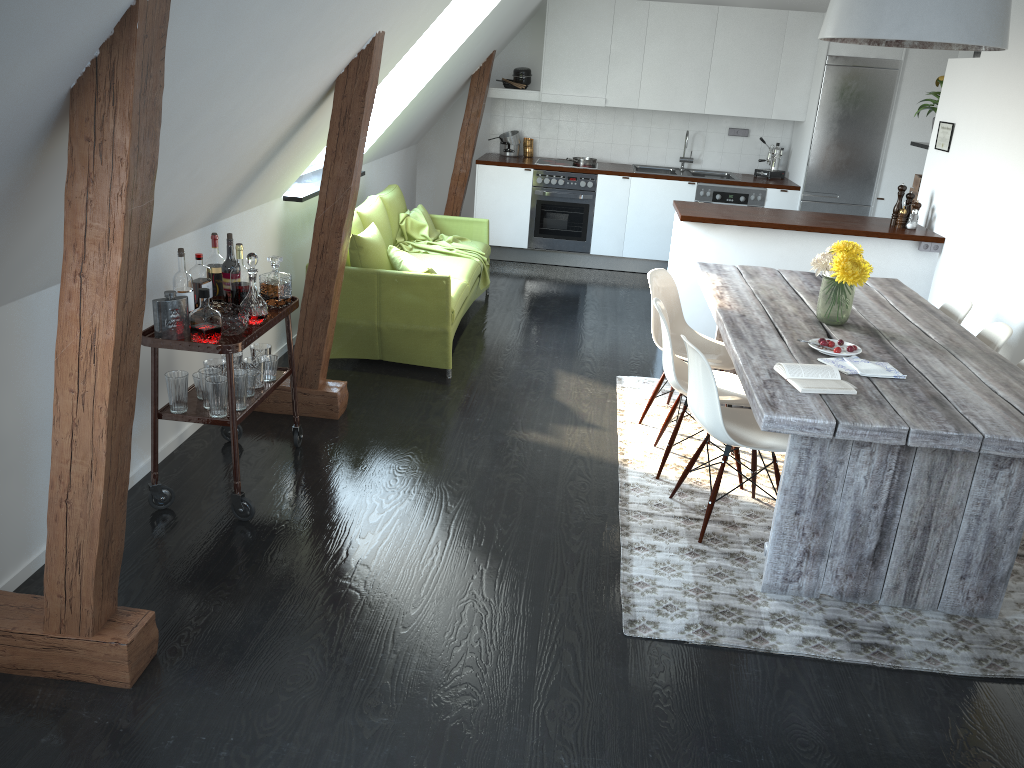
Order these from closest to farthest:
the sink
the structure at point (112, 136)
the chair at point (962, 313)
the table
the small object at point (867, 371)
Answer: the structure at point (112, 136), the table, the small object at point (867, 371), the chair at point (962, 313), the sink

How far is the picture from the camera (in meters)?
5.76

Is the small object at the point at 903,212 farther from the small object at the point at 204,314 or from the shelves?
the small object at the point at 204,314

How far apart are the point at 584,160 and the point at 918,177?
3.0m

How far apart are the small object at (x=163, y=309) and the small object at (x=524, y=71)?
5.7m

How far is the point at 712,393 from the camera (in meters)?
3.42

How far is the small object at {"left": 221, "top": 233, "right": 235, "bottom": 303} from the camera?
3.7 meters

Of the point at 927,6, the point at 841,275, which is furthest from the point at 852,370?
the point at 927,6

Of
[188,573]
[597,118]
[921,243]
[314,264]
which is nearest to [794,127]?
[597,118]

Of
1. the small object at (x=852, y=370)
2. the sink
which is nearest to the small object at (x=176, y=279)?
the small object at (x=852, y=370)
